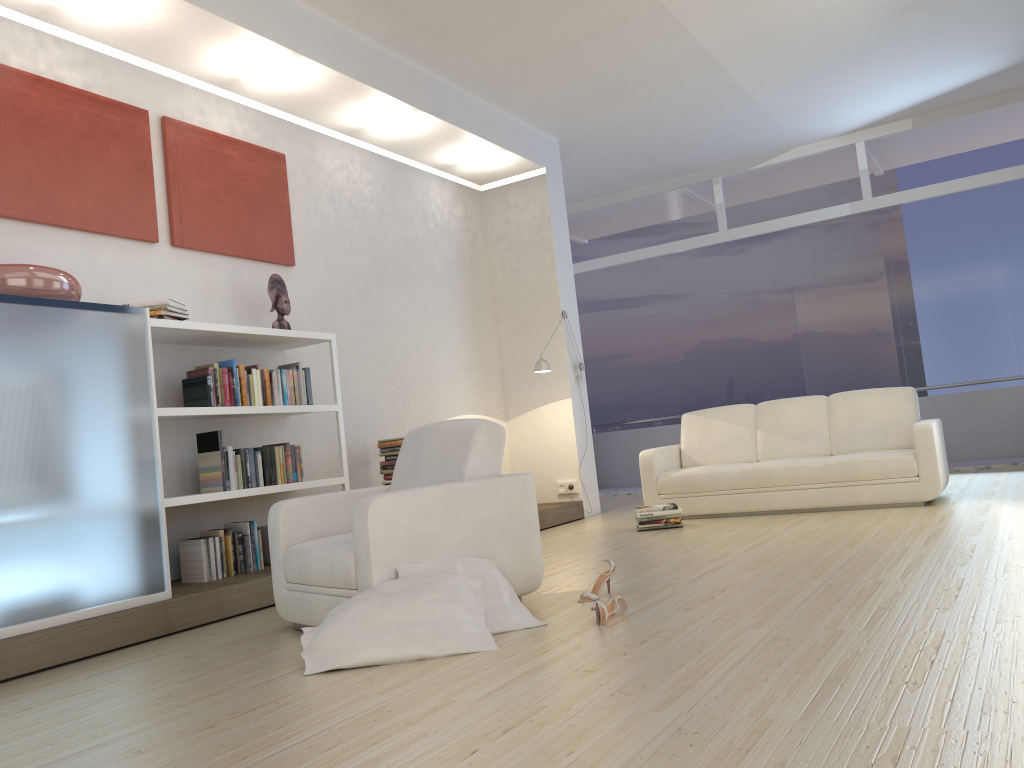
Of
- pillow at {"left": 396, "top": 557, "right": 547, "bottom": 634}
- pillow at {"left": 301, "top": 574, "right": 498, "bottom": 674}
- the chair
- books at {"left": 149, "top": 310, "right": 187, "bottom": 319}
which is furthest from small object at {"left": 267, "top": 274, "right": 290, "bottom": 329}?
pillow at {"left": 301, "top": 574, "right": 498, "bottom": 674}

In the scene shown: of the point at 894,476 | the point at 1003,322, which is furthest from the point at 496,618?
the point at 1003,322

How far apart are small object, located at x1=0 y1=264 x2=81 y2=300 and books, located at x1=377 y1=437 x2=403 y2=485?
2.6m

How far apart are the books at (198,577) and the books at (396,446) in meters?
1.2

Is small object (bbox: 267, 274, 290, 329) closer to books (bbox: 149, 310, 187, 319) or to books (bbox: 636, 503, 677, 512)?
books (bbox: 149, 310, 187, 319)

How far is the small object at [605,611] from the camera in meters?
3.3

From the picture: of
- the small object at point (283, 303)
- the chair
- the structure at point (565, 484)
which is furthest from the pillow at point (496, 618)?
the structure at point (565, 484)

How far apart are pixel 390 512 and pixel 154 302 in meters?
2.1 m

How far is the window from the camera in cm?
859

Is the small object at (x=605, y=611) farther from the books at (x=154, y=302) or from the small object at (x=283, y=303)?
the small object at (x=283, y=303)
